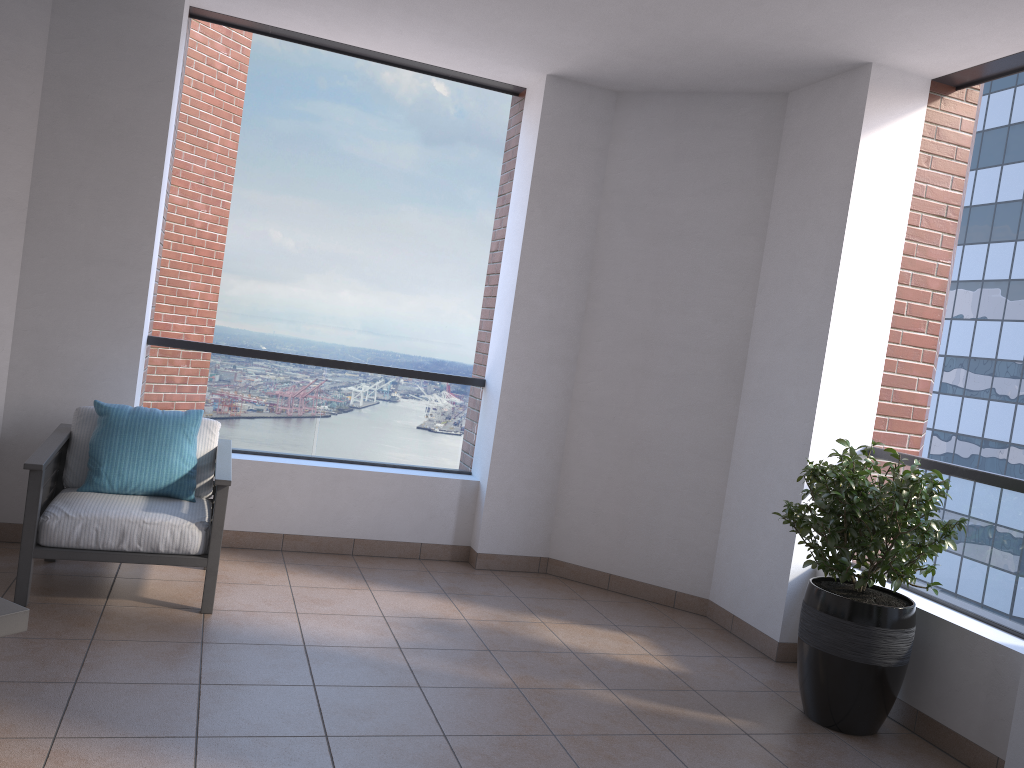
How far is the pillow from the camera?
3.99m

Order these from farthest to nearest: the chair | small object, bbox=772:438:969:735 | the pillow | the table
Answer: the pillow
the chair
small object, bbox=772:438:969:735
the table

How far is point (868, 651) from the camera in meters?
3.4 m

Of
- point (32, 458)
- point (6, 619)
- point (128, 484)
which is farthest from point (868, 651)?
point (32, 458)

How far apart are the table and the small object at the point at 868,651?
2.7m

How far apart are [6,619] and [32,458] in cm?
153

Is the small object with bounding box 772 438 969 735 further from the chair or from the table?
the table

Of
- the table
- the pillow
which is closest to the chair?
the pillow

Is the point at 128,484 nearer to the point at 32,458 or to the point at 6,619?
the point at 32,458

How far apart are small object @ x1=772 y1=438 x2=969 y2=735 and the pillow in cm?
267
